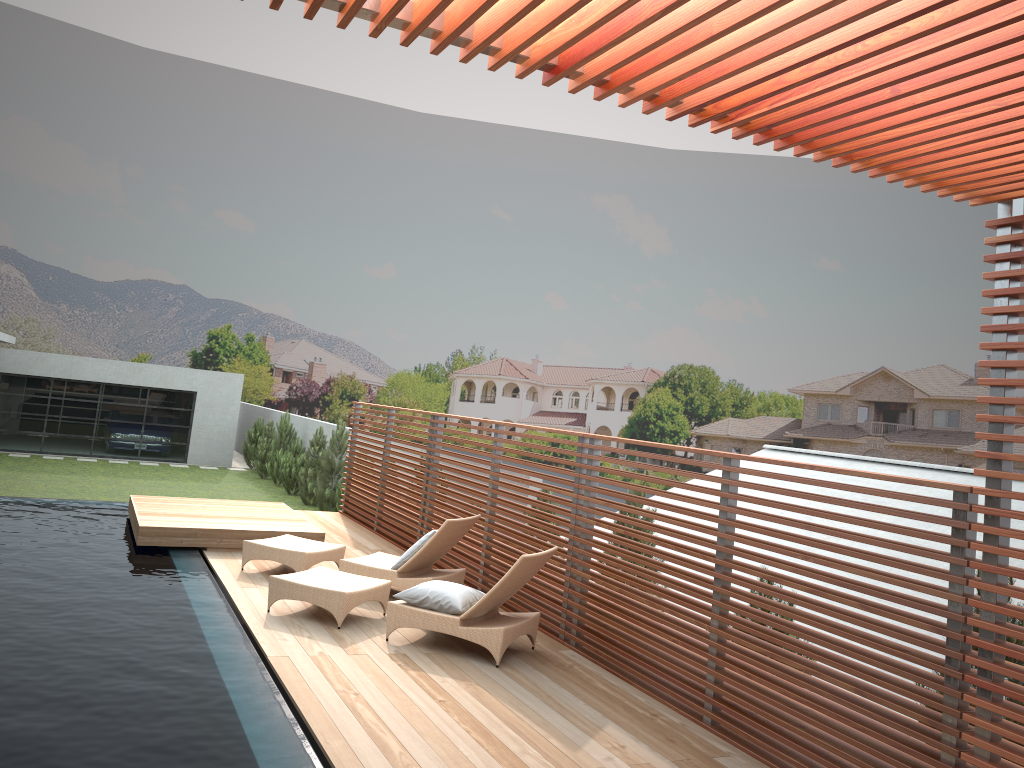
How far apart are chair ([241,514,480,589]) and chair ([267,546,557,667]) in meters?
0.5

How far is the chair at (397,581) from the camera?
8.3 meters

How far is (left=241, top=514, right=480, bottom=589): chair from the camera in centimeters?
831cm

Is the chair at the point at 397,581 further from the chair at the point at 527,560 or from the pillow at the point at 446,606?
the pillow at the point at 446,606

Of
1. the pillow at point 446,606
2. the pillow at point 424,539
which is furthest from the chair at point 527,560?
the pillow at point 424,539

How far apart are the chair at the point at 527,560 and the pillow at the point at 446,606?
0.0 meters

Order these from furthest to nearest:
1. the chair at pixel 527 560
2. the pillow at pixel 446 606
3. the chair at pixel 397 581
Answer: the chair at pixel 397 581, the pillow at pixel 446 606, the chair at pixel 527 560

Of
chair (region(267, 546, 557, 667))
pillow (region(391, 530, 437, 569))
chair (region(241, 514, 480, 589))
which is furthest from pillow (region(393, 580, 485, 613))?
pillow (region(391, 530, 437, 569))

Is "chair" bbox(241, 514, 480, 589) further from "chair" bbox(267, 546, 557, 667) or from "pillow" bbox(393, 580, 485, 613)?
"pillow" bbox(393, 580, 485, 613)

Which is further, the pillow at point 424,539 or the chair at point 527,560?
the pillow at point 424,539
